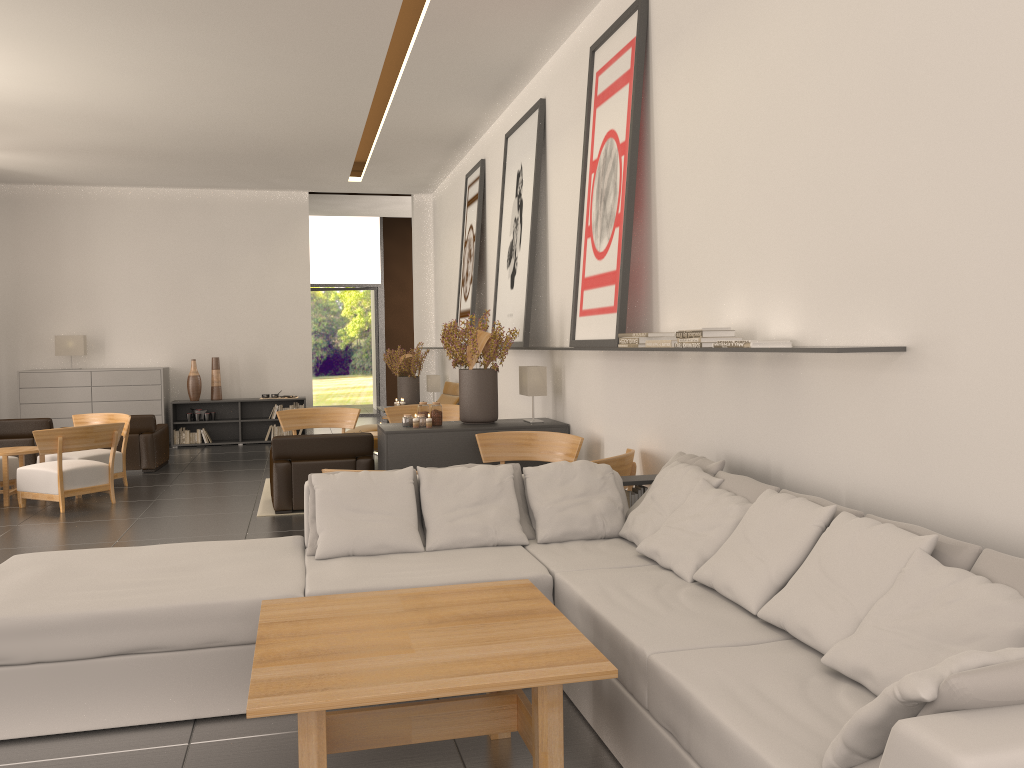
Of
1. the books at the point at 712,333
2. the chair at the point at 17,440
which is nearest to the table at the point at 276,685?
the books at the point at 712,333

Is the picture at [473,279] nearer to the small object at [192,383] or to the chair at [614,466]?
the small object at [192,383]

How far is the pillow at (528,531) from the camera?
7.03m

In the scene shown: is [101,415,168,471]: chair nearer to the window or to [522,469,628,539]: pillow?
the window

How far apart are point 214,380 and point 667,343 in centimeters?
1601cm

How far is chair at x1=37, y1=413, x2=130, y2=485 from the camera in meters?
14.4

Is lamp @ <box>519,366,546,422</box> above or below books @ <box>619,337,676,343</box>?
below

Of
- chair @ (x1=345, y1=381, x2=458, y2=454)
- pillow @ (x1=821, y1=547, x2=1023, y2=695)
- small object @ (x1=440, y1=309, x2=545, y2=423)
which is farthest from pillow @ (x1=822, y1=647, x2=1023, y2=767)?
chair @ (x1=345, y1=381, x2=458, y2=454)

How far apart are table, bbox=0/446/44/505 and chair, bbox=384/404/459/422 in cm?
561

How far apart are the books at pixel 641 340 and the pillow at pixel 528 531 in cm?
173
